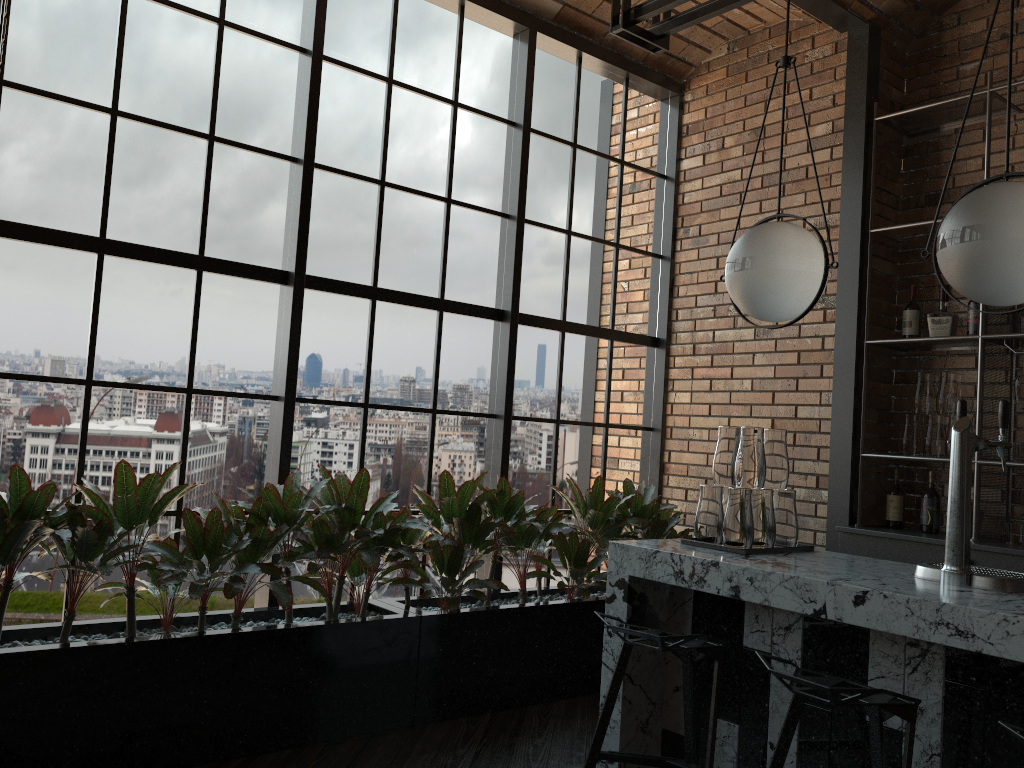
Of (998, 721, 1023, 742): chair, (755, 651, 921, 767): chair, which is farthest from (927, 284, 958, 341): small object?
(998, 721, 1023, 742): chair

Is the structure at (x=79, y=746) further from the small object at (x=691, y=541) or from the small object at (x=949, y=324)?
the small object at (x=949, y=324)

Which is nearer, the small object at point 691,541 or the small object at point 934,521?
the small object at point 691,541

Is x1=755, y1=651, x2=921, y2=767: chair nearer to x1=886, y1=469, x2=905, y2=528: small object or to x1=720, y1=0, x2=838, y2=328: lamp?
x1=720, y1=0, x2=838, y2=328: lamp

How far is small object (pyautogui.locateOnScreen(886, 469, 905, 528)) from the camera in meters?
4.4 m

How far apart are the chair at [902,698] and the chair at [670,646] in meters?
0.2

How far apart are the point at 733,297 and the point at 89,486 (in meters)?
2.39

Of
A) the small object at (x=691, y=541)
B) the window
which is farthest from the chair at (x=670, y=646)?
the window

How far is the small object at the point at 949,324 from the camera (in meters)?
4.27

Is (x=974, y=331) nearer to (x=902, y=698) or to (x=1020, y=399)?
(x=1020, y=399)
